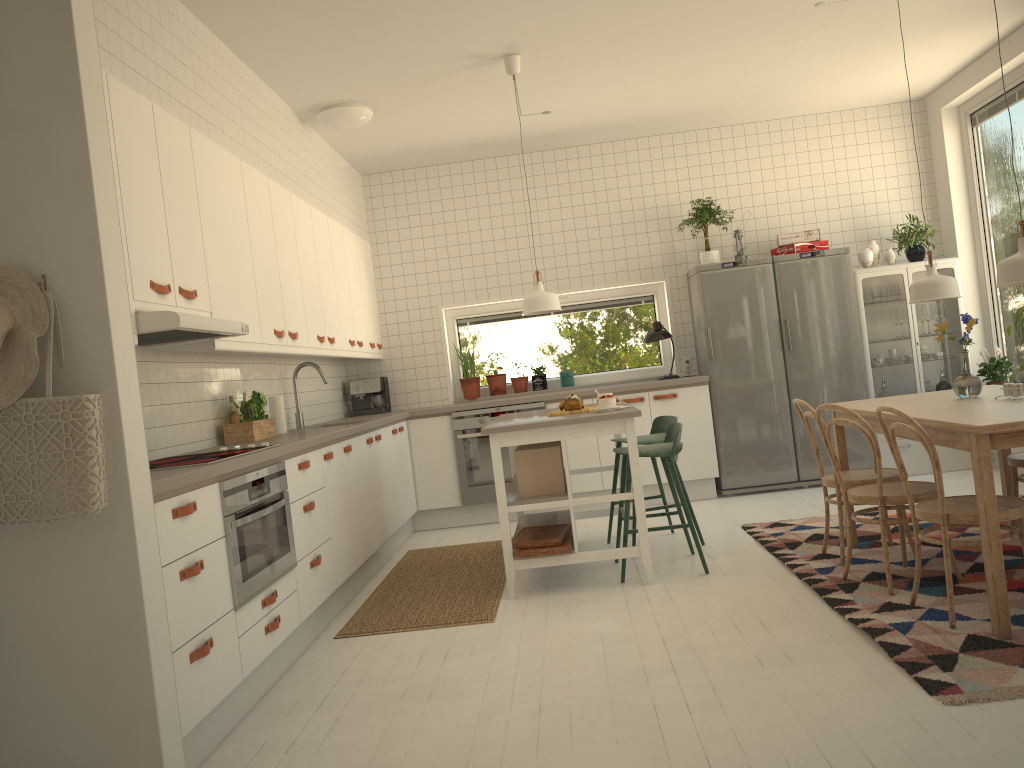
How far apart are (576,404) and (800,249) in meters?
2.9 m

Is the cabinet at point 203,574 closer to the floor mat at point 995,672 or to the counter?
the counter

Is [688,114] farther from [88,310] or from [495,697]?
[88,310]

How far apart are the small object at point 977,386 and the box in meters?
1.9 m

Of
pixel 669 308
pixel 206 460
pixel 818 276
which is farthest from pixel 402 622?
pixel 818 276

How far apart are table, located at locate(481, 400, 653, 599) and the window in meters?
1.7 m

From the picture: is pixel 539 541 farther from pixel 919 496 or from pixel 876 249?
pixel 876 249

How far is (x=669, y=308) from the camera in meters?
7.2

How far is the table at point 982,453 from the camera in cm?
301

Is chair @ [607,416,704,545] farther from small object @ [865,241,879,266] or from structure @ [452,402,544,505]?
small object @ [865,241,879,266]
